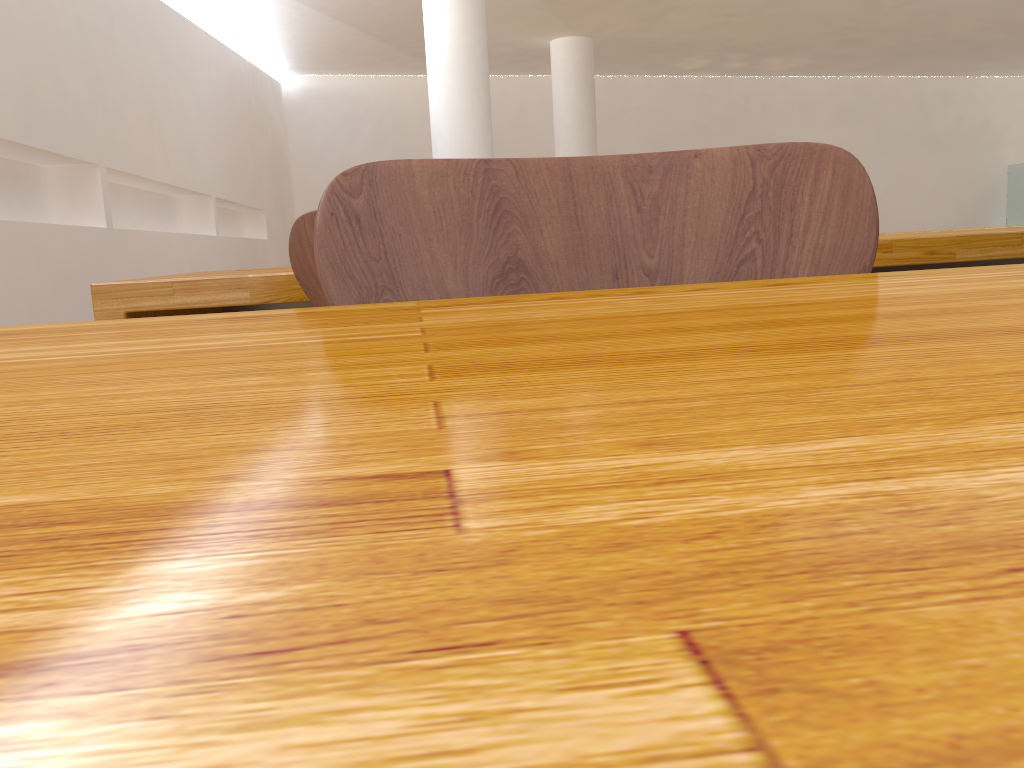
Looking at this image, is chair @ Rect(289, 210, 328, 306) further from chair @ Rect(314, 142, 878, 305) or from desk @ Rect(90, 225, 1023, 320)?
chair @ Rect(314, 142, 878, 305)

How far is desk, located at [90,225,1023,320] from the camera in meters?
1.4

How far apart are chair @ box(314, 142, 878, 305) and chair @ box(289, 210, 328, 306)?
0.6 meters

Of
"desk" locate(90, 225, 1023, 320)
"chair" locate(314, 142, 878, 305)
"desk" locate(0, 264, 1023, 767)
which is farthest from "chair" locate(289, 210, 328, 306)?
"desk" locate(0, 264, 1023, 767)

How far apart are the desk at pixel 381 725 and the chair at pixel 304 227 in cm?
80

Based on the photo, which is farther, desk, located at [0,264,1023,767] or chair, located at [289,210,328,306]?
chair, located at [289,210,328,306]

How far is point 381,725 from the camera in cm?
5

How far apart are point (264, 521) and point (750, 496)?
0.0 meters

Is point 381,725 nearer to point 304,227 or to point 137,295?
point 304,227

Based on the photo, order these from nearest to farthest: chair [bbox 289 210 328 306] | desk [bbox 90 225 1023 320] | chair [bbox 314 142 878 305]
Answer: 1. chair [bbox 314 142 878 305]
2. chair [bbox 289 210 328 306]
3. desk [bbox 90 225 1023 320]
